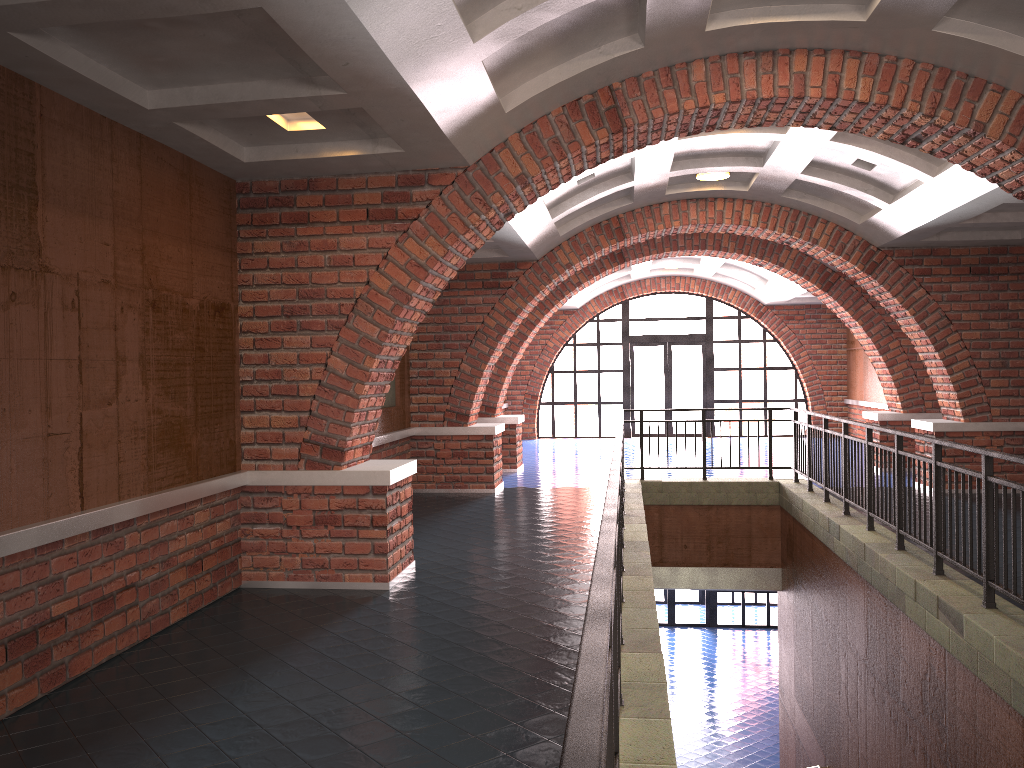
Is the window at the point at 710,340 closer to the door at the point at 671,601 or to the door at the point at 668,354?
the door at the point at 668,354

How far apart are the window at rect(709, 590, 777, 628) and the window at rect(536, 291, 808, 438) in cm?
412

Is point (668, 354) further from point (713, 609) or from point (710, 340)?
point (713, 609)

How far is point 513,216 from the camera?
7.0 meters

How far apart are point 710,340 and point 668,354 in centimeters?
101cm

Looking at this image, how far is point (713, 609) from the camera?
20.6m

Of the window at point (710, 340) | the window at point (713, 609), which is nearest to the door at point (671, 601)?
the window at point (713, 609)

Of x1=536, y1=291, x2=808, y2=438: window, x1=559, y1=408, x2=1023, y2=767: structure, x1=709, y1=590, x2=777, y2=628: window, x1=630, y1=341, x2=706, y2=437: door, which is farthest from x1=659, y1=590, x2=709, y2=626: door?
x1=559, y1=408, x2=1023, y2=767: structure

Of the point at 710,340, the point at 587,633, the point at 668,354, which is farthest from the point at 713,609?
the point at 587,633

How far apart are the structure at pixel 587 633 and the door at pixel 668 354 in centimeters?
936cm
